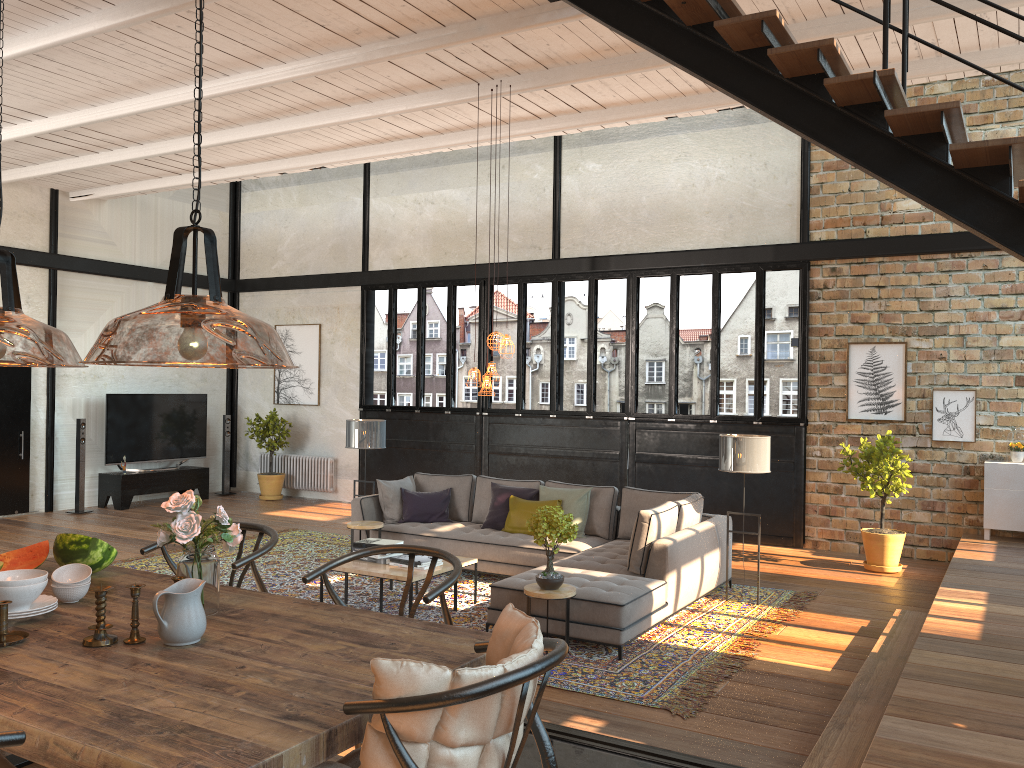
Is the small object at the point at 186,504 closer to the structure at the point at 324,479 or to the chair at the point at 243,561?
the chair at the point at 243,561

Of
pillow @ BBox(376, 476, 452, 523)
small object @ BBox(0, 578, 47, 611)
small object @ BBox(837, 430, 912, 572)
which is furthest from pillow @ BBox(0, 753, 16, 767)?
small object @ BBox(837, 430, 912, 572)

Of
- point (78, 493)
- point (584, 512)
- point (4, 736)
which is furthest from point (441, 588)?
point (78, 493)

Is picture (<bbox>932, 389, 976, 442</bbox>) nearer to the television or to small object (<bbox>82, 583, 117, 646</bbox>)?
small object (<bbox>82, 583, 117, 646</bbox>)

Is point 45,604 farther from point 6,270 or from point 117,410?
point 117,410

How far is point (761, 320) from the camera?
10.4 meters

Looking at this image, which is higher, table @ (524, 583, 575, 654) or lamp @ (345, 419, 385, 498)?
lamp @ (345, 419, 385, 498)

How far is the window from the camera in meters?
10.4

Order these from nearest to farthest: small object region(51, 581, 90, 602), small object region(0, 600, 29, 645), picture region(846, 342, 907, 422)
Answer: small object region(0, 600, 29, 645), small object region(51, 581, 90, 602), picture region(846, 342, 907, 422)

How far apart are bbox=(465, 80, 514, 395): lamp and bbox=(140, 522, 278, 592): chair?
3.4 meters
